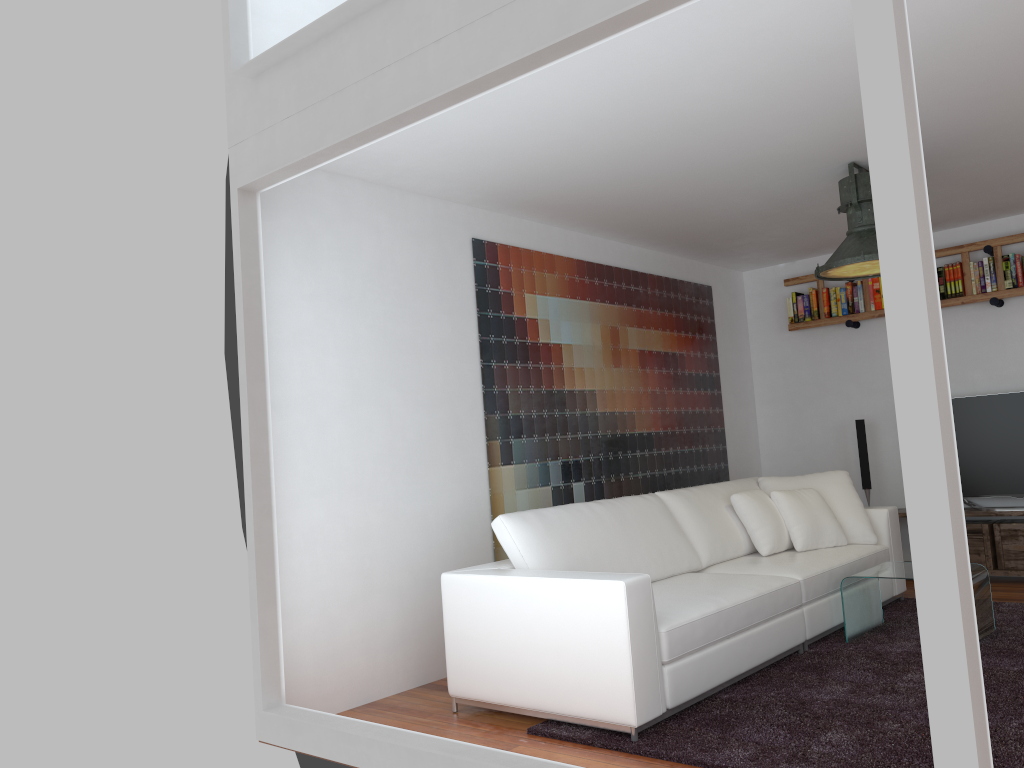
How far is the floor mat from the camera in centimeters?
297cm

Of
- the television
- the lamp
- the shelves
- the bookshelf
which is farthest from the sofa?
the bookshelf

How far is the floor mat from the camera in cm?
297

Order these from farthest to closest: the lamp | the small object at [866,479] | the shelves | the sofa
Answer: the small object at [866,479]
the shelves
the lamp
the sofa

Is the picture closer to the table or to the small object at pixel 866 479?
the small object at pixel 866 479

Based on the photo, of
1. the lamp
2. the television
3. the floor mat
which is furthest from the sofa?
the lamp

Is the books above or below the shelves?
above

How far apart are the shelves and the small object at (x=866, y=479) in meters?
0.3

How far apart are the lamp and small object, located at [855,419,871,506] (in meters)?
1.98

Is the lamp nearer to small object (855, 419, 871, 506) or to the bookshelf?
the bookshelf
